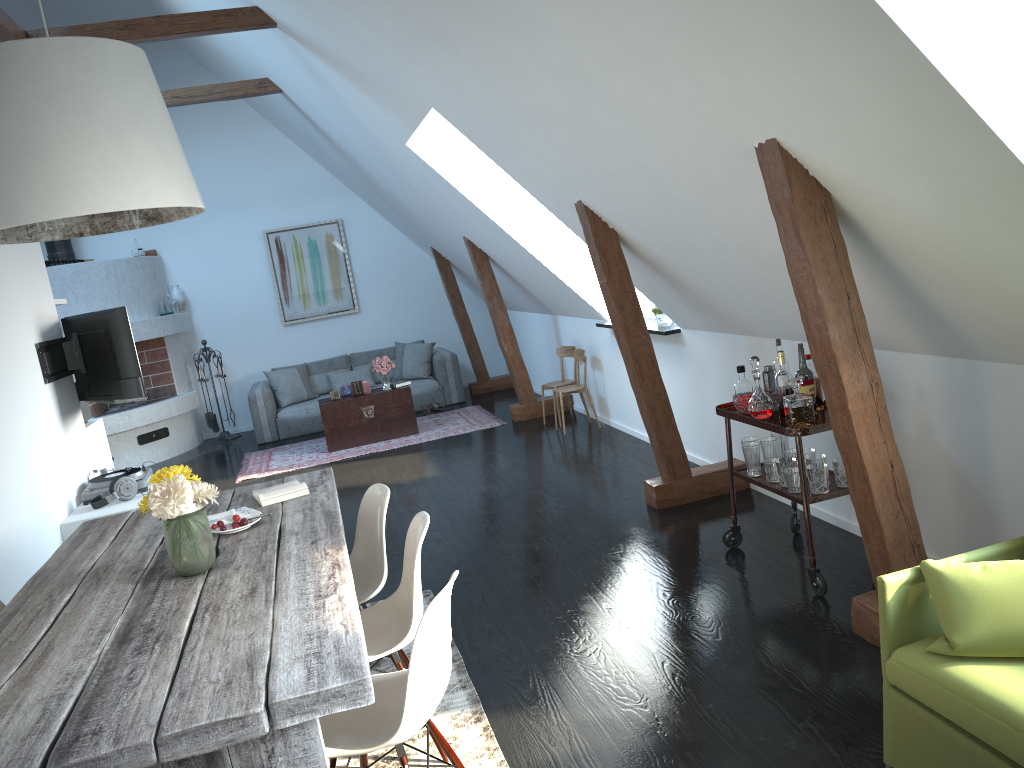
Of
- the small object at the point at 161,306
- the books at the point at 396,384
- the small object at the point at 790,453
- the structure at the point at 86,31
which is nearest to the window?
the small object at the point at 790,453

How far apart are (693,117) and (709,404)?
2.84m

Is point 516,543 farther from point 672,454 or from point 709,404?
point 709,404

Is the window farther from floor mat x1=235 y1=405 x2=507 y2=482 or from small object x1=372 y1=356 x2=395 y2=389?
small object x1=372 y1=356 x2=395 y2=389

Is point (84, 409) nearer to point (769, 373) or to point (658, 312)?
point (658, 312)

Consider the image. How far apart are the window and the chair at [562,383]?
1.30m

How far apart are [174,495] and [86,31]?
4.5 meters

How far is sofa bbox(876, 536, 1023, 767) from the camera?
2.08m

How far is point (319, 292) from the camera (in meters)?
11.18

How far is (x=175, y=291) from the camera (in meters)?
10.63
